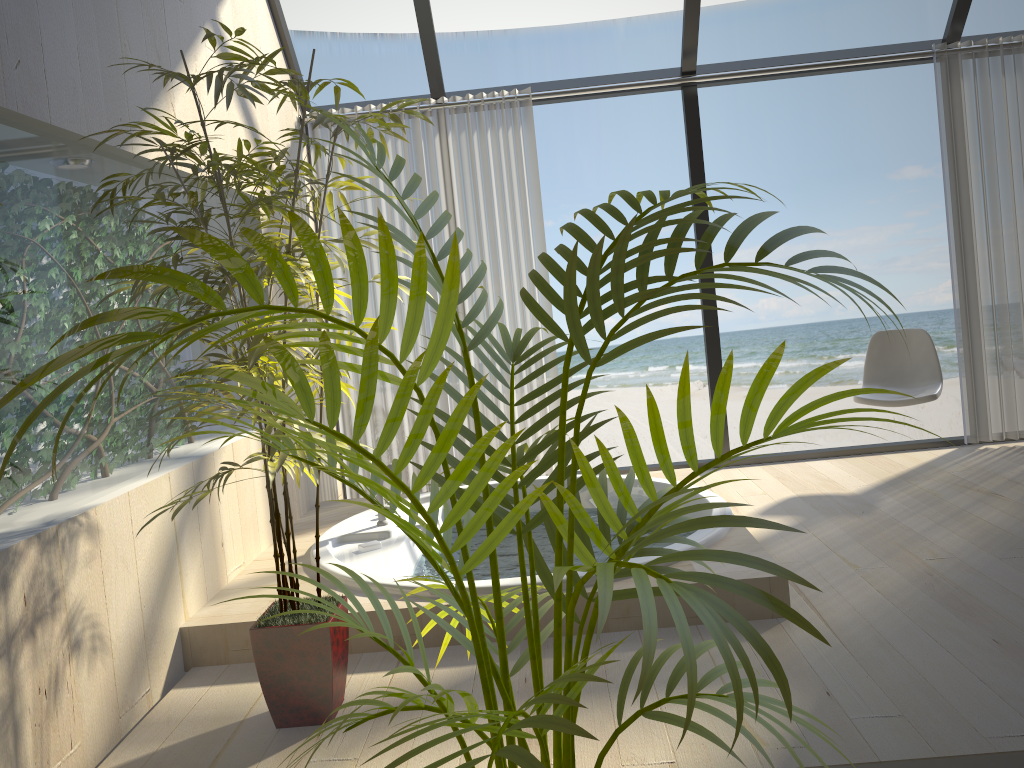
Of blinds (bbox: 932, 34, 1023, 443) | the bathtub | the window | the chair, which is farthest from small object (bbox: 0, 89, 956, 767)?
blinds (bbox: 932, 34, 1023, 443)

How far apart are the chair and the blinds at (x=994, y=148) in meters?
0.4

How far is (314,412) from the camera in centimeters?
88cm

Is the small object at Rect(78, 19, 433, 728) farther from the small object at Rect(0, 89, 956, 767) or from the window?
the window

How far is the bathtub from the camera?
2.66m

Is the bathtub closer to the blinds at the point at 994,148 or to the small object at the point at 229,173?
the small object at the point at 229,173

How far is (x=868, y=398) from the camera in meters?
4.2 m

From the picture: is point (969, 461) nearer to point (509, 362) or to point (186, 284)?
point (509, 362)

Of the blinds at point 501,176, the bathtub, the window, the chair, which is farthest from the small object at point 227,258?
the window

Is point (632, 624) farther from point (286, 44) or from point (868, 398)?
point (286, 44)
